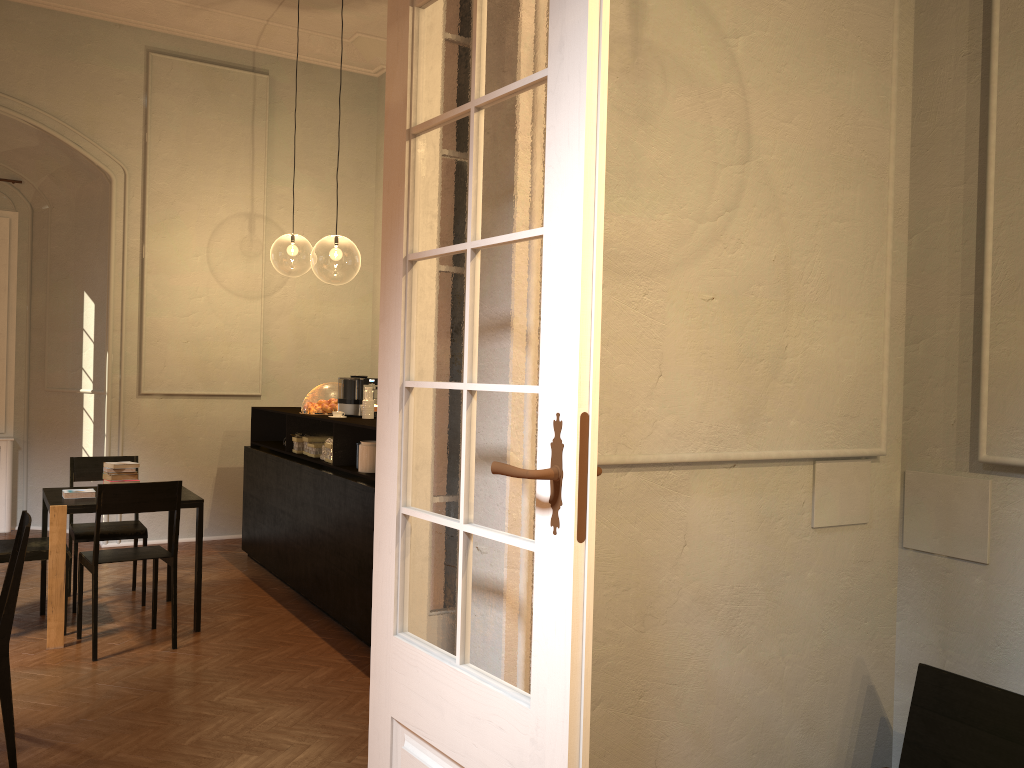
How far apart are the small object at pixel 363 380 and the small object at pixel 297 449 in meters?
0.6

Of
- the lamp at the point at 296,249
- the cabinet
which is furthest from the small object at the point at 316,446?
the lamp at the point at 296,249

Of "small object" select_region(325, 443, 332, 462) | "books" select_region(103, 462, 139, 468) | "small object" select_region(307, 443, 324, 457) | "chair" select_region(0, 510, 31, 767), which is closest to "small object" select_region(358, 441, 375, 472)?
"small object" select_region(325, 443, 332, 462)

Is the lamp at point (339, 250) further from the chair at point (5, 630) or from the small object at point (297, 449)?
the chair at point (5, 630)

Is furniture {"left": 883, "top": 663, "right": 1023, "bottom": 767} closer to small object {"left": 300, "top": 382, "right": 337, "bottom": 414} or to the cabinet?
the cabinet

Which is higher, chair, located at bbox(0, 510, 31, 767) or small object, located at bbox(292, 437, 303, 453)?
small object, located at bbox(292, 437, 303, 453)

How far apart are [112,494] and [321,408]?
2.1 meters

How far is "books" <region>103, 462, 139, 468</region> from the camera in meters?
6.3

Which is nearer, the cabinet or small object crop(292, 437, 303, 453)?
the cabinet

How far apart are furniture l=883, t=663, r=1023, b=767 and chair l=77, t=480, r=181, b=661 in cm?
431
